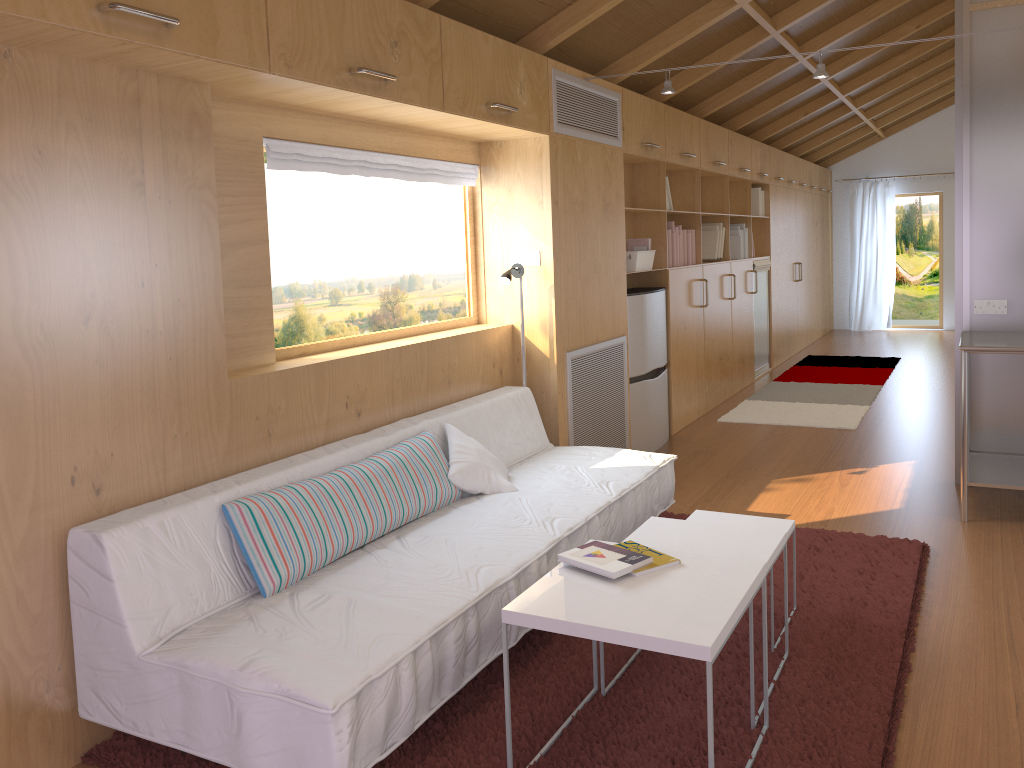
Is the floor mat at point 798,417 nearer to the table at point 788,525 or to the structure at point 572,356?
the structure at point 572,356

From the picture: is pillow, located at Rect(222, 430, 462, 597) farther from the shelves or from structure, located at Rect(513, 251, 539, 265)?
the shelves

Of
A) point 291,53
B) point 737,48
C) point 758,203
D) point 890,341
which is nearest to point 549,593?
point 291,53

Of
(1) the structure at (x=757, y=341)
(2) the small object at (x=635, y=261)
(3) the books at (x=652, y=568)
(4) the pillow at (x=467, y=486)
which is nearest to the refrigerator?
(2) the small object at (x=635, y=261)

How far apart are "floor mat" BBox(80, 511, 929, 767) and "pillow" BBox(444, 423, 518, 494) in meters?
0.6 m

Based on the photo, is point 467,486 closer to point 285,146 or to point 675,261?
point 285,146

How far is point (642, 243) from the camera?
5.49m

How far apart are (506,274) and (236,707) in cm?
244

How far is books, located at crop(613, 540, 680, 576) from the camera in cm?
226

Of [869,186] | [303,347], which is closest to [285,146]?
[303,347]
